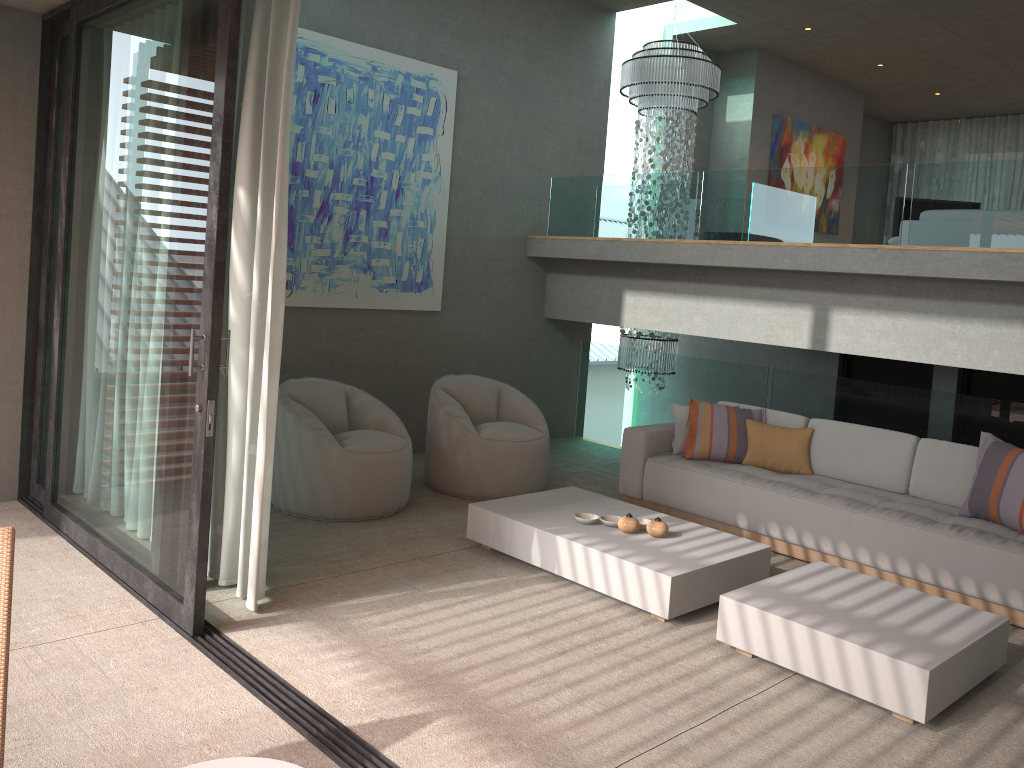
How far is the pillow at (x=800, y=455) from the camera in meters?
6.0

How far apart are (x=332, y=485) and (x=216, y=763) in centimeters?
330cm

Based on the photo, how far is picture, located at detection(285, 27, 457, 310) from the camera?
6.51m

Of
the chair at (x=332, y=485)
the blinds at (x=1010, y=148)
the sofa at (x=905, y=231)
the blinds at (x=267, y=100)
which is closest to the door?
the sofa at (x=905, y=231)

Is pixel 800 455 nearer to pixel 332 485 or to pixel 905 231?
pixel 905 231

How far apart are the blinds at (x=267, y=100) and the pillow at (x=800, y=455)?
3.4m

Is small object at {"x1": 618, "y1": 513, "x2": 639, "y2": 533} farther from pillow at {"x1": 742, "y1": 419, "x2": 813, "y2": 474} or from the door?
the door

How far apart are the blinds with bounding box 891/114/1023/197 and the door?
6.0 meters

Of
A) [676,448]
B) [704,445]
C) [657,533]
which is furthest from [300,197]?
[657,533]

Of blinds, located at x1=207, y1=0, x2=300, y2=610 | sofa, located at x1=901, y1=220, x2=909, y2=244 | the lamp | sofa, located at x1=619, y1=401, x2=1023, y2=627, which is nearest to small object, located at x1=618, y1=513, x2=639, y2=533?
sofa, located at x1=619, y1=401, x2=1023, y2=627
